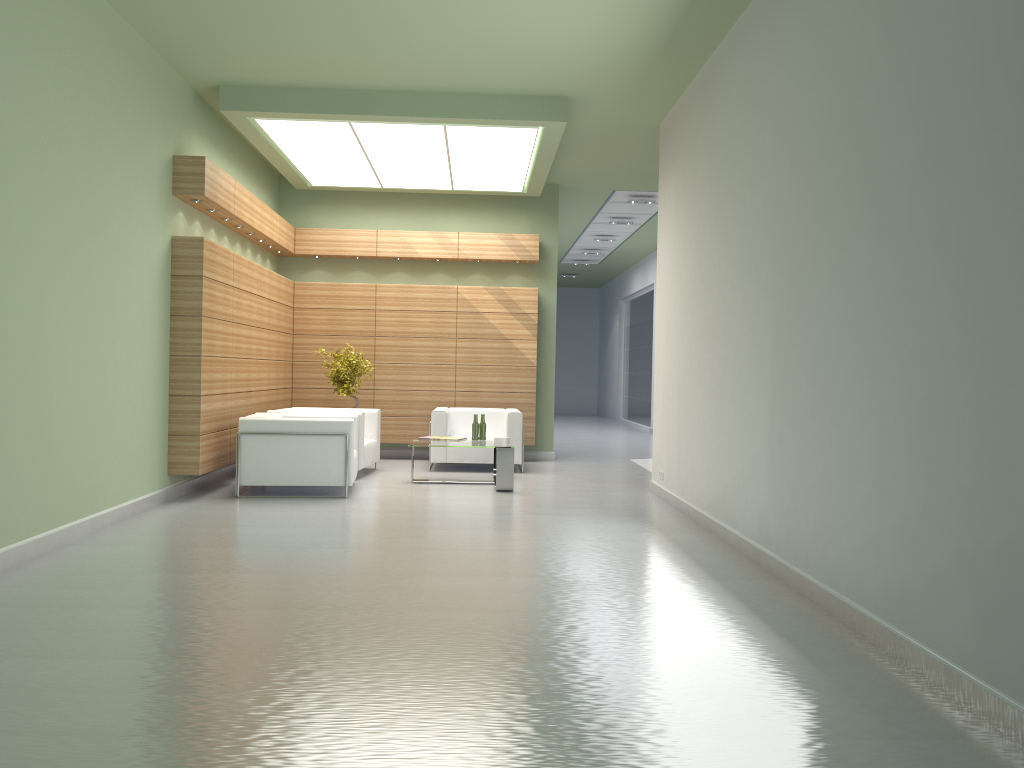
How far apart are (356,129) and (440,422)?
5.9m

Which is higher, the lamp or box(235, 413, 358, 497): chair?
the lamp

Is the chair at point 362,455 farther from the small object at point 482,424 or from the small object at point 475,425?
the small object at point 482,424

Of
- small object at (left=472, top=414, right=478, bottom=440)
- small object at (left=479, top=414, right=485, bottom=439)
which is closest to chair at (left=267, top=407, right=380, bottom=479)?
small object at (left=472, top=414, right=478, bottom=440)

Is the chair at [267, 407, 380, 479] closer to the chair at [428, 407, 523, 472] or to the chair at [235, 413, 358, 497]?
the chair at [235, 413, 358, 497]

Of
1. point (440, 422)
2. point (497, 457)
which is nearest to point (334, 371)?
point (440, 422)

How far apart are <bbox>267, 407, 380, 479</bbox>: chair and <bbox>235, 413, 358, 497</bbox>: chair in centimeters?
72cm

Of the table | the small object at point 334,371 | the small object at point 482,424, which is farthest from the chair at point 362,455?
the small object at point 482,424

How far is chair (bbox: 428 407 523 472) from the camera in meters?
17.6 m

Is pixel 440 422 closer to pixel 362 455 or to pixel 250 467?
pixel 362 455
